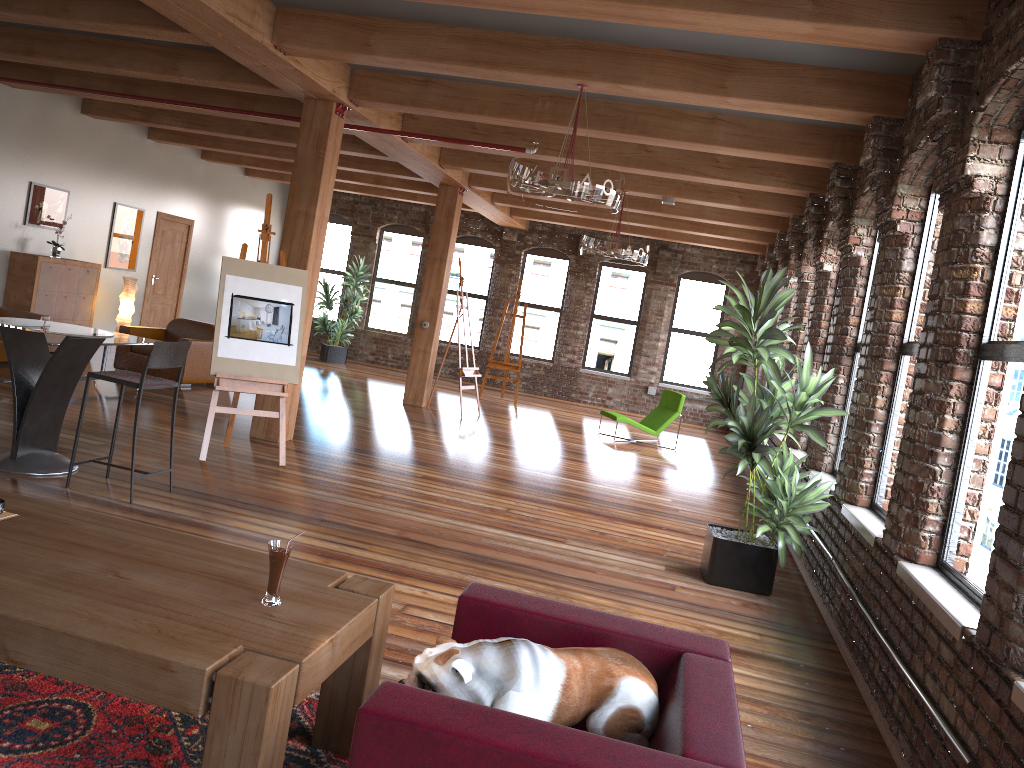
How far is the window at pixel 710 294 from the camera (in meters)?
16.36

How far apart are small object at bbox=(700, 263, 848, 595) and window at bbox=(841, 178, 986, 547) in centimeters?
15cm

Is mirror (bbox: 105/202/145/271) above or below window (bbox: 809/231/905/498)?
above

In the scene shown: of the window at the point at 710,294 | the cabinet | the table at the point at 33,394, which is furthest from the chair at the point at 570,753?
the window at the point at 710,294

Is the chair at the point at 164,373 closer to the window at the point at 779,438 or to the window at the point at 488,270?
the window at the point at 779,438

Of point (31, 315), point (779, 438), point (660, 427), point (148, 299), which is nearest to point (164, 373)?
point (31, 315)

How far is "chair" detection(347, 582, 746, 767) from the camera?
1.9 meters

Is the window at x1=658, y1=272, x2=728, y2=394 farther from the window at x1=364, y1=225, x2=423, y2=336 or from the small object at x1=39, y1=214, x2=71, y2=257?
the small object at x1=39, y1=214, x2=71, y2=257

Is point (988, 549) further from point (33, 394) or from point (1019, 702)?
point (33, 394)

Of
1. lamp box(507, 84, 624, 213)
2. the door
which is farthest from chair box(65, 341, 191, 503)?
the door
